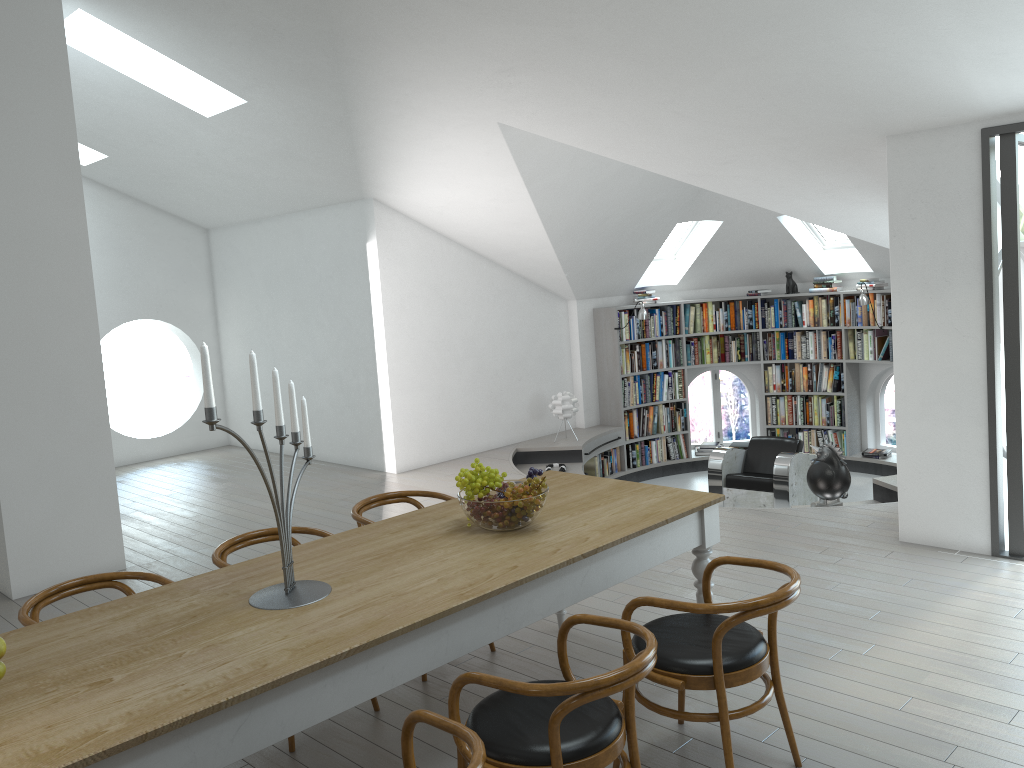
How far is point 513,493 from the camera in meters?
3.4 m

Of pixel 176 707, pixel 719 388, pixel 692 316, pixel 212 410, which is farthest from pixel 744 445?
pixel 176 707

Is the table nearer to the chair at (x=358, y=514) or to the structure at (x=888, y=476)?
the chair at (x=358, y=514)

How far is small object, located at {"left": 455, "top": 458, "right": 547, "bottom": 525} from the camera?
3.39m

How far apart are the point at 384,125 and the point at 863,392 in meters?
6.5

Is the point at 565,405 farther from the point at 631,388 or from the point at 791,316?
the point at 791,316

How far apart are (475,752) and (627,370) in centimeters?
838cm

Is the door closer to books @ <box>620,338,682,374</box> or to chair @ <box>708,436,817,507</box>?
chair @ <box>708,436,817,507</box>

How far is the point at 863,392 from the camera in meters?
10.3

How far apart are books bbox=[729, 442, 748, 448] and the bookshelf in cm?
62
